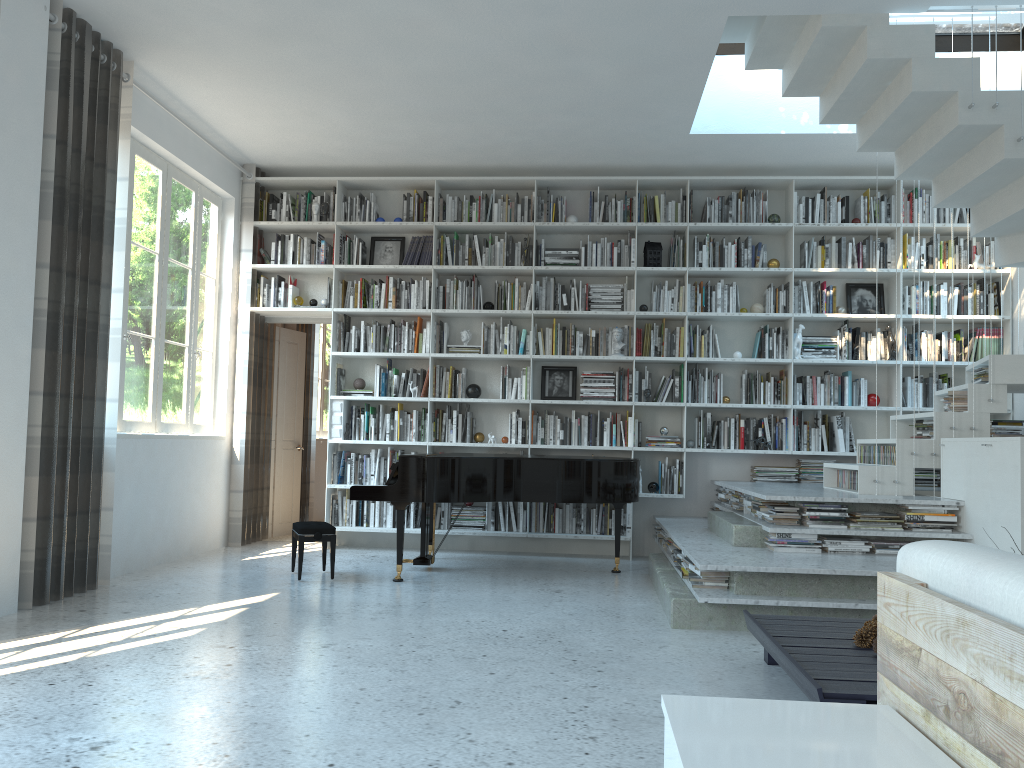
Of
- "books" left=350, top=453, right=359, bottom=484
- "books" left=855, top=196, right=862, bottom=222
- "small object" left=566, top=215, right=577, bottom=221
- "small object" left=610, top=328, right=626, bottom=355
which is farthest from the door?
"books" left=855, top=196, right=862, bottom=222

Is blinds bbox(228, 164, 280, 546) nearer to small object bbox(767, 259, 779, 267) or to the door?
the door

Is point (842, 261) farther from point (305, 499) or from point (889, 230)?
point (305, 499)

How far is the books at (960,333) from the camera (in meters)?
7.12

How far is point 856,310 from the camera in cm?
732

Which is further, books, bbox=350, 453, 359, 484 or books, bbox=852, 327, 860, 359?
books, bbox=350, 453, 359, 484

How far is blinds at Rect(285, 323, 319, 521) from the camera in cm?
903

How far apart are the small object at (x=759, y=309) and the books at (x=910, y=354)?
1.24m

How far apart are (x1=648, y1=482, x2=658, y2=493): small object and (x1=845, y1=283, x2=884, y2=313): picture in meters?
2.2 m

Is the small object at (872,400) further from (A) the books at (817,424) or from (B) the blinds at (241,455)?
(B) the blinds at (241,455)
